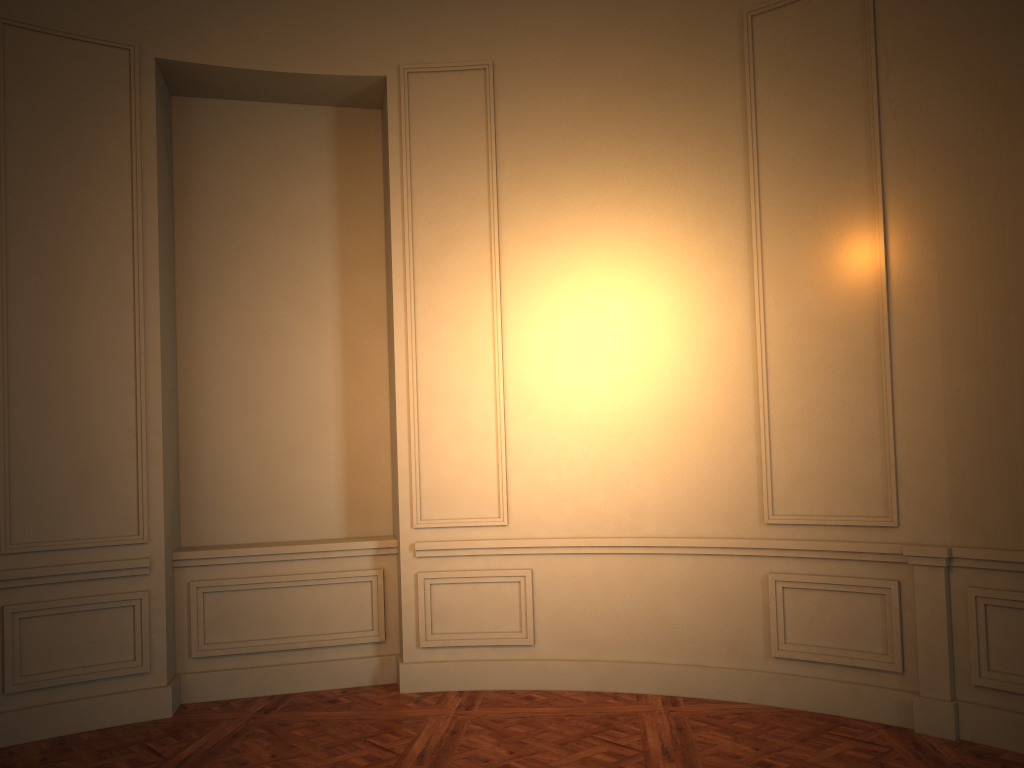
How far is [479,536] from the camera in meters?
5.3 m

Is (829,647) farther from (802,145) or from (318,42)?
(318,42)
